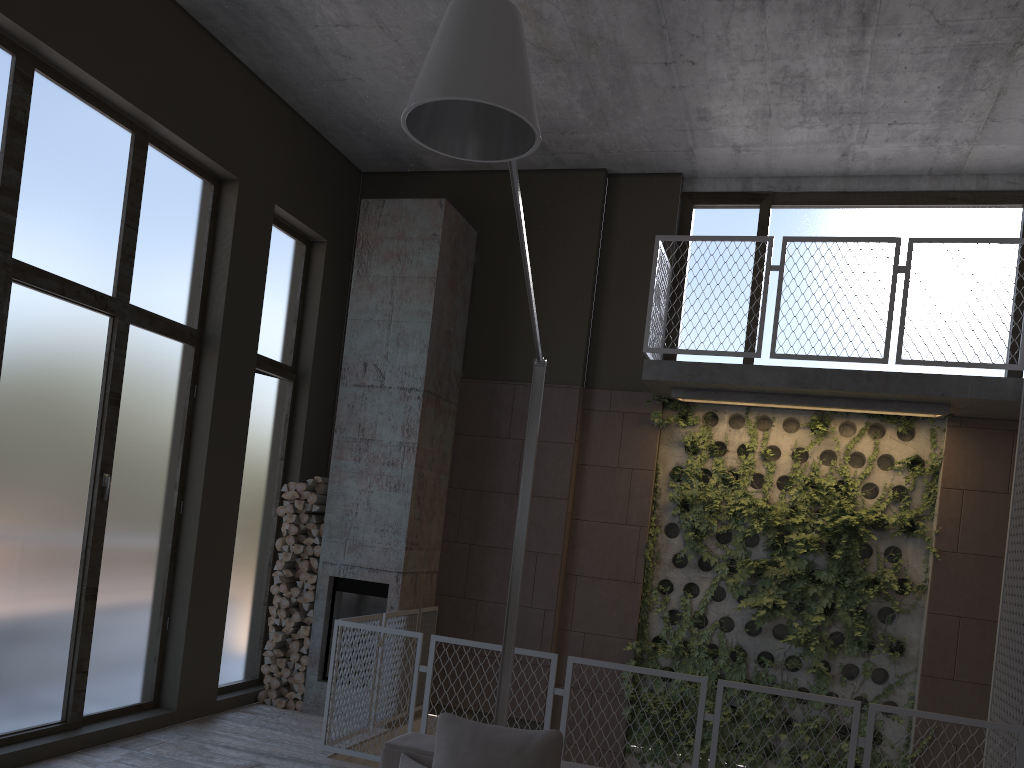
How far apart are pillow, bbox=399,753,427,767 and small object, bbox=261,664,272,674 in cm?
434

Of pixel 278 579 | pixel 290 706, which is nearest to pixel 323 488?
pixel 278 579

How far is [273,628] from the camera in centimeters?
766cm

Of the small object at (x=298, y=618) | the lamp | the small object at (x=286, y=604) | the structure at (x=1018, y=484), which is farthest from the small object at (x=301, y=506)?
the lamp

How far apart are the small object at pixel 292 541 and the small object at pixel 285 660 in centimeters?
98cm

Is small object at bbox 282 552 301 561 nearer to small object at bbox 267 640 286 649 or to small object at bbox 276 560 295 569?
small object at bbox 276 560 295 569

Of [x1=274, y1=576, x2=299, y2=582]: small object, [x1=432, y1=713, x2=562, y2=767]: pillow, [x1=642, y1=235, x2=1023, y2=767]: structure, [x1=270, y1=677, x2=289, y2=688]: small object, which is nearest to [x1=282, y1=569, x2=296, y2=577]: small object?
[x1=274, y1=576, x2=299, y2=582]: small object

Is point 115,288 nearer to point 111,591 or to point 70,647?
point 111,591

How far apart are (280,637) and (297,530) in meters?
0.9 m

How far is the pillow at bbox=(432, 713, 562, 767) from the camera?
3.39m
